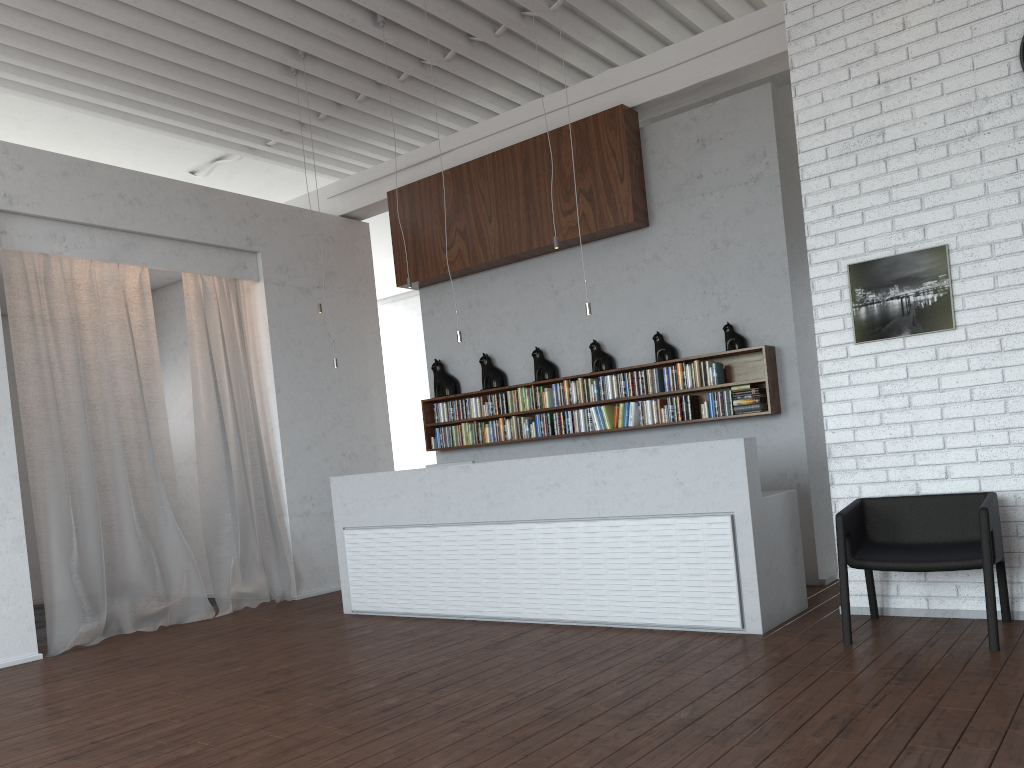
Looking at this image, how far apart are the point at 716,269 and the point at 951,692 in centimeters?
408cm
